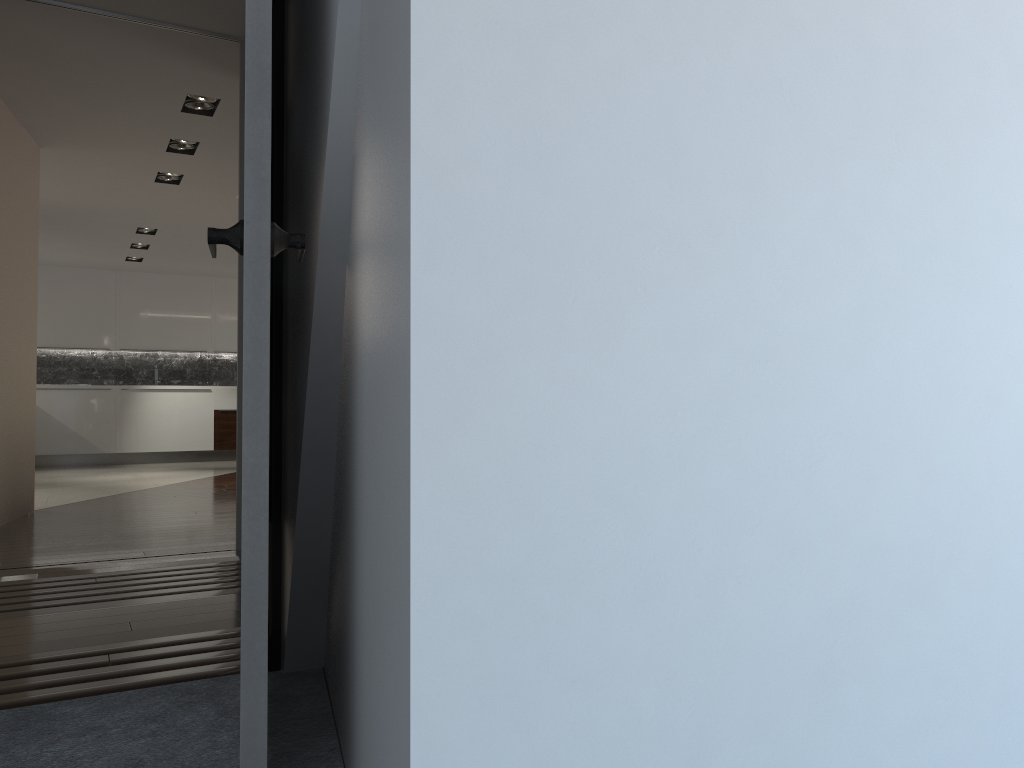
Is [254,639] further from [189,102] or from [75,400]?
[75,400]

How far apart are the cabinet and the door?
10.3 meters

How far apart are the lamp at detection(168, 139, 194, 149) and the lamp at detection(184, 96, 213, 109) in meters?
0.9 m

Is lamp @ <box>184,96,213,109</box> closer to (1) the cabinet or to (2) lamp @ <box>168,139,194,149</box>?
(2) lamp @ <box>168,139,194,149</box>

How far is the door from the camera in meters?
1.4 m

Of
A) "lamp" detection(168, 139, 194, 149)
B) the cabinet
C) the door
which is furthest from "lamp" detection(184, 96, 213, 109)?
the cabinet

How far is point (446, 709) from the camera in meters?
0.9 m

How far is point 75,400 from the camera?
11.4 meters

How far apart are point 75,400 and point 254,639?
11.19m

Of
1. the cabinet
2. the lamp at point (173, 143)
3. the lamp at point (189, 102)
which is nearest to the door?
the lamp at point (189, 102)
